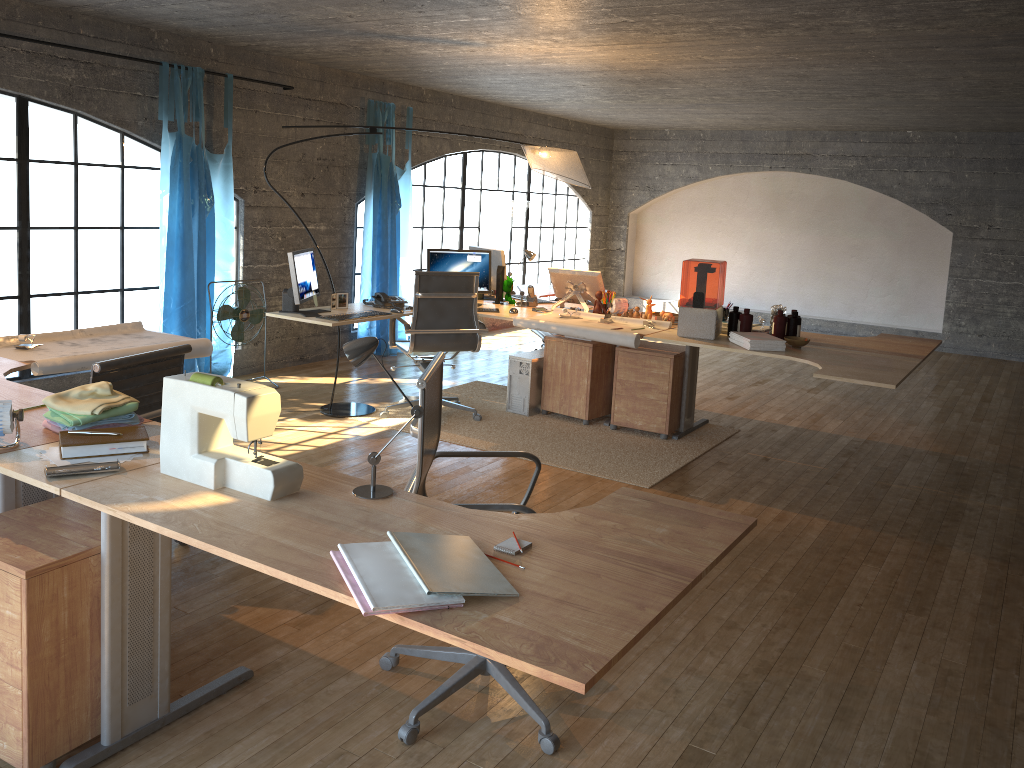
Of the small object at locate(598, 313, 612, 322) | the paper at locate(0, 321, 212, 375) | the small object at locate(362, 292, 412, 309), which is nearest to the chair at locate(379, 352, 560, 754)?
the paper at locate(0, 321, 212, 375)

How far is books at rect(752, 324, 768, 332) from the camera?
5.6 meters

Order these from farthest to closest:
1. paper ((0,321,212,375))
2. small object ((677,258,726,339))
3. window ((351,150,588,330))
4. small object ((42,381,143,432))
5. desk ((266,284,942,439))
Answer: window ((351,150,588,330)) → desk ((266,284,942,439)) → small object ((677,258,726,339)) → paper ((0,321,212,375)) → small object ((42,381,143,432))

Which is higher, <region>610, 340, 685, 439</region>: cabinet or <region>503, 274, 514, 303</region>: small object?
<region>503, 274, 514, 303</region>: small object

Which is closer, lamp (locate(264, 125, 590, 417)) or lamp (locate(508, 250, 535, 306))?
lamp (locate(264, 125, 590, 417))

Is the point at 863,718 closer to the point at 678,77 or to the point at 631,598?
the point at 631,598

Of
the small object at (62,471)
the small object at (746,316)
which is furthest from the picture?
the small object at (62,471)

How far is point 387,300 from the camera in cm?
589

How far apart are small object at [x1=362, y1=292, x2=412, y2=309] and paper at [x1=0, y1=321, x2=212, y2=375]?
1.7 meters

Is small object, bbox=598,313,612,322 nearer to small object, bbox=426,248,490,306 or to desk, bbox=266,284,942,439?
desk, bbox=266,284,942,439
